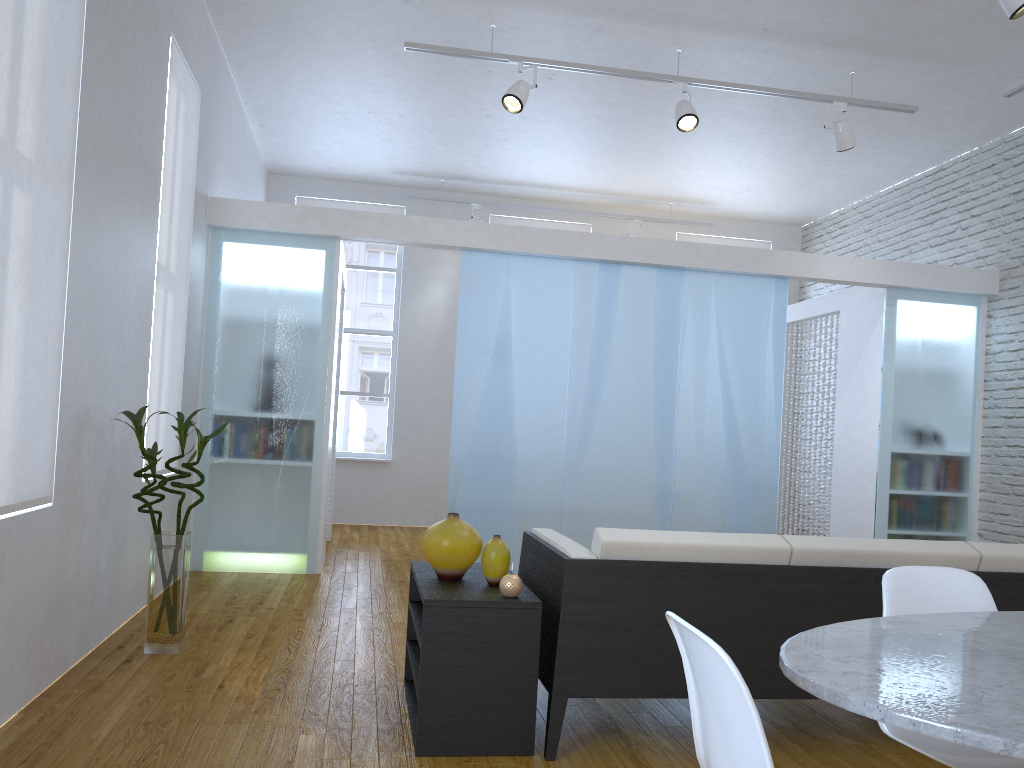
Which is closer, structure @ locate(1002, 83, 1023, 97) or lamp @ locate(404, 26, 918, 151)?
lamp @ locate(404, 26, 918, 151)

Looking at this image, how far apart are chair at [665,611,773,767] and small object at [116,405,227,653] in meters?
2.5

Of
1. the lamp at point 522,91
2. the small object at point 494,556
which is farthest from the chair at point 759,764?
the lamp at point 522,91

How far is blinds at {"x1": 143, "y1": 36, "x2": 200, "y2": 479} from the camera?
4.3m

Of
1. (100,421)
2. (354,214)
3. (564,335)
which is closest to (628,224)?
(564,335)

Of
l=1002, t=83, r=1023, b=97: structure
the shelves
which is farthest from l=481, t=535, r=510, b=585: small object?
l=1002, t=83, r=1023, b=97: structure

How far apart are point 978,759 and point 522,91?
4.11m

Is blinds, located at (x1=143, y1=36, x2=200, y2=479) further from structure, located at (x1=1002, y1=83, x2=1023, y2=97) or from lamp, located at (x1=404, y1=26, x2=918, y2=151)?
structure, located at (x1=1002, y1=83, x2=1023, y2=97)

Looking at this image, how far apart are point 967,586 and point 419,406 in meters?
6.8 m

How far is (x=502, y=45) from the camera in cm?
529
